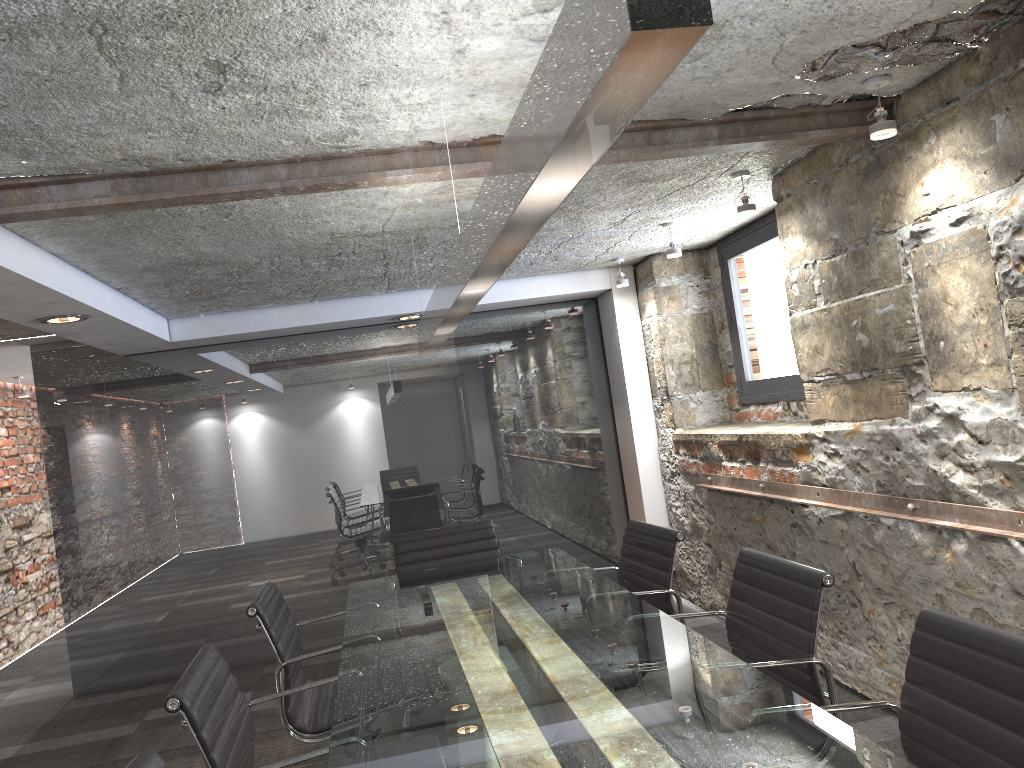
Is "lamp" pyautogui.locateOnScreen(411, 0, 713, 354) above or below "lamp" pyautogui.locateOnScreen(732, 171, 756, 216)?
below

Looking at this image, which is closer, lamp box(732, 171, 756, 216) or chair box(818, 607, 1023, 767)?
chair box(818, 607, 1023, 767)

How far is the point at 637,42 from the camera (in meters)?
0.76

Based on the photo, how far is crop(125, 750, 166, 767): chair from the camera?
1.49m

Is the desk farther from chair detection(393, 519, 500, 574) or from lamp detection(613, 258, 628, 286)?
lamp detection(613, 258, 628, 286)

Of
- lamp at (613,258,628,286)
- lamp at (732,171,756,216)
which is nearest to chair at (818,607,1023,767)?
lamp at (732,171,756,216)

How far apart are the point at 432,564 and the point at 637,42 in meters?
3.5

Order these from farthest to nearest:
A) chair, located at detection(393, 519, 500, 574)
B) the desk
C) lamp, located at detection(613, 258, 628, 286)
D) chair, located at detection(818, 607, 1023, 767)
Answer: lamp, located at detection(613, 258, 628, 286), chair, located at detection(393, 519, 500, 574), the desk, chair, located at detection(818, 607, 1023, 767)

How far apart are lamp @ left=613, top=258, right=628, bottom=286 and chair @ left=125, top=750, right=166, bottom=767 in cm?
420

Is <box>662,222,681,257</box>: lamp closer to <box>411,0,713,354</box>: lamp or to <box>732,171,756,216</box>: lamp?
<box>732,171,756,216</box>: lamp
